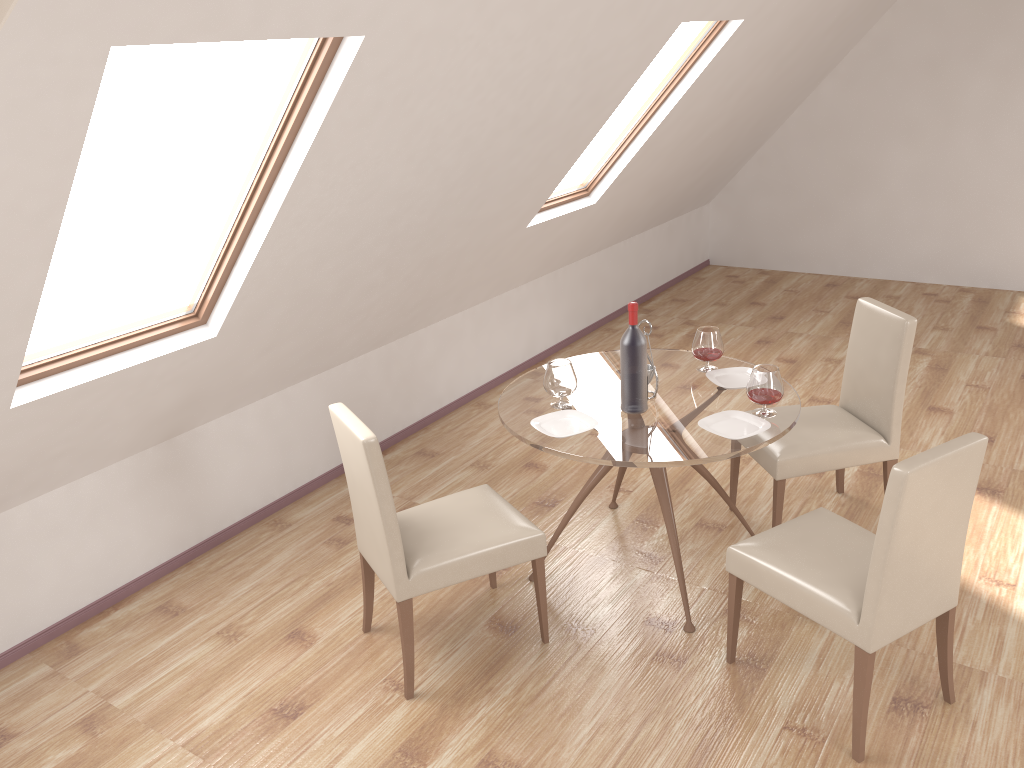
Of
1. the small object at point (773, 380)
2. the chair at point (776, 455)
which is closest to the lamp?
the small object at point (773, 380)

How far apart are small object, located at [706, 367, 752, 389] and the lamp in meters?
3.5 m

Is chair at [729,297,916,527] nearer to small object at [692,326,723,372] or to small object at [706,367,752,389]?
small object at [706,367,752,389]

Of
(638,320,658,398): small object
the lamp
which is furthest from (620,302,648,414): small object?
the lamp

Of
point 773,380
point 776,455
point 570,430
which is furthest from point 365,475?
point 776,455

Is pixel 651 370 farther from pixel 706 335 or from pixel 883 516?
pixel 883 516

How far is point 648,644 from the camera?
3.3m

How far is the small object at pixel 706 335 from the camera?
3.73m

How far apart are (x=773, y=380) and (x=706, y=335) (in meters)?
0.53

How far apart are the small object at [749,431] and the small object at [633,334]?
0.2m
